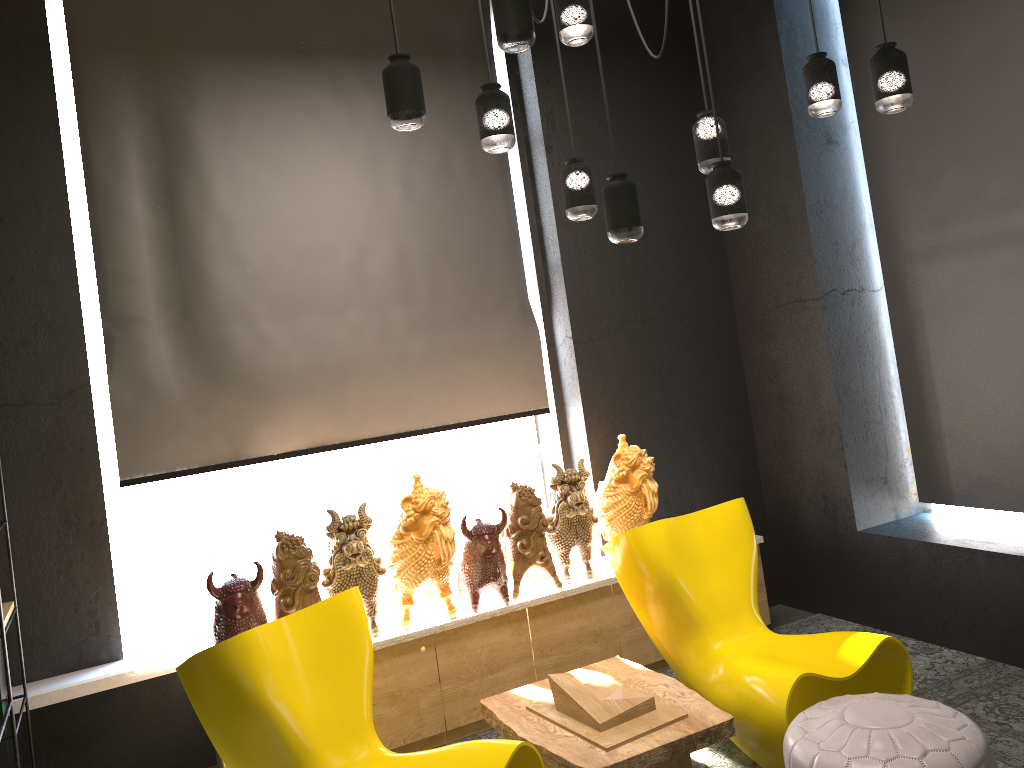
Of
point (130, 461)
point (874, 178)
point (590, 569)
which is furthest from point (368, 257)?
point (874, 178)

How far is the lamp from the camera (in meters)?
2.70

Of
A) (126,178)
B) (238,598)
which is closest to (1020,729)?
(238,598)

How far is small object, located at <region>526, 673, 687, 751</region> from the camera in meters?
3.1 m

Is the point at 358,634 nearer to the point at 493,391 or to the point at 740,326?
the point at 493,391

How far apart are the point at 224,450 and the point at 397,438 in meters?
0.8 m

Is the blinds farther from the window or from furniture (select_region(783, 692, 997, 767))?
furniture (select_region(783, 692, 997, 767))

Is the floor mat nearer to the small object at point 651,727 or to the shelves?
the small object at point 651,727

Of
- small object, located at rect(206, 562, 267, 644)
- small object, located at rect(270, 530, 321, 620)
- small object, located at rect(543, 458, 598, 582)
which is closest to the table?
small object, located at rect(543, 458, 598, 582)

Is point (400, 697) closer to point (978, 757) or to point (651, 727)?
point (651, 727)
